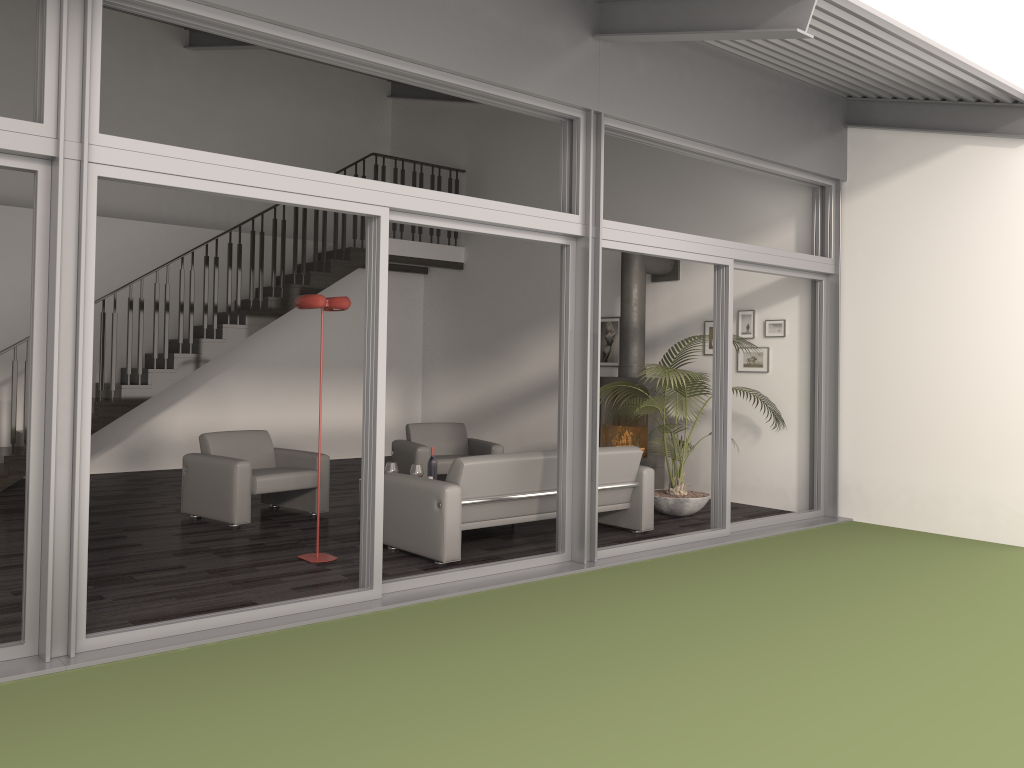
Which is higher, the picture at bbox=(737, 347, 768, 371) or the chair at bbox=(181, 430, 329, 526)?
the picture at bbox=(737, 347, 768, 371)

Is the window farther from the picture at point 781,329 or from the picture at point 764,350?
the picture at point 764,350

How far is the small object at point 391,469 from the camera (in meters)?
7.45

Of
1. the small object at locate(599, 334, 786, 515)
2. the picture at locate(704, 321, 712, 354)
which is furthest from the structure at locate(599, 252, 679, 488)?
the picture at locate(704, 321, 712, 354)

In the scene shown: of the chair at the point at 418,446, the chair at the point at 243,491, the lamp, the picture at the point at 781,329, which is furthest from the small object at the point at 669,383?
the chair at the point at 243,491

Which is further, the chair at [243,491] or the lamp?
the chair at [243,491]

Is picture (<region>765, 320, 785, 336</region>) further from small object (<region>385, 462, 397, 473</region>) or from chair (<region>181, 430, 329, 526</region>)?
chair (<region>181, 430, 329, 526</region>)

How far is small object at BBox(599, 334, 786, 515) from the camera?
7.8m

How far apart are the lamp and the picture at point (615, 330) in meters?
4.8 m

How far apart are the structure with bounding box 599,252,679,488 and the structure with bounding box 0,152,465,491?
3.56m
